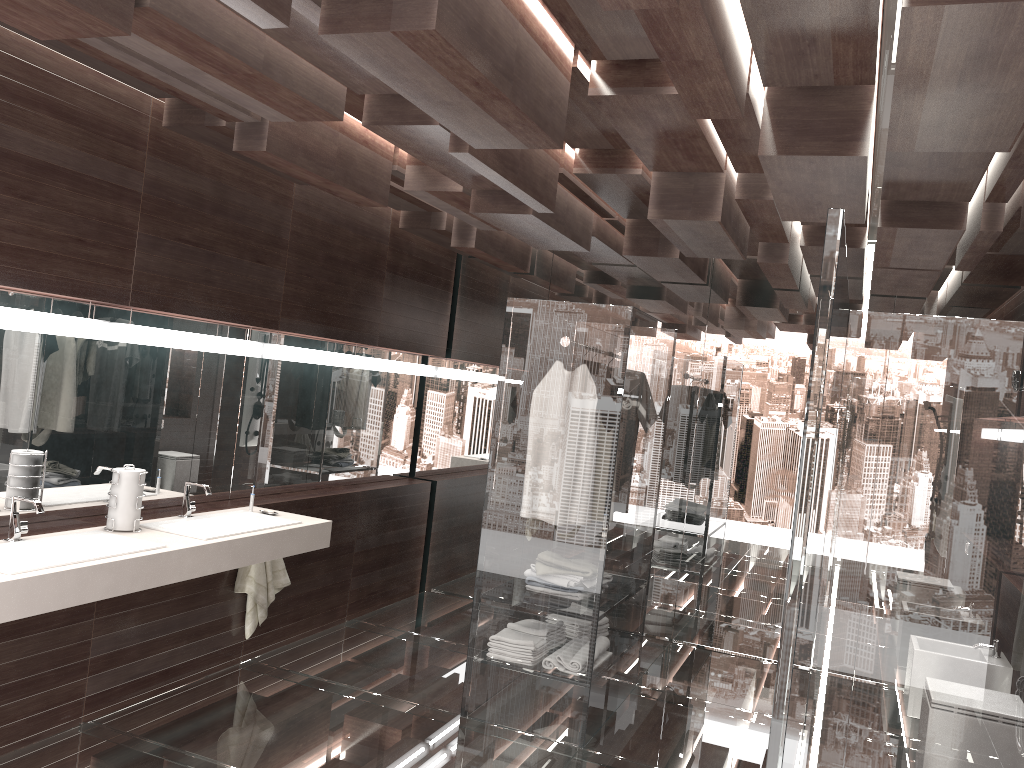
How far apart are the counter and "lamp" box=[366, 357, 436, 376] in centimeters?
149cm

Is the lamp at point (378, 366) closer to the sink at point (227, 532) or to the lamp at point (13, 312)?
the sink at point (227, 532)

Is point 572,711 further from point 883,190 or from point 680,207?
point 883,190

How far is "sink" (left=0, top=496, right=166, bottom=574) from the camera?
2.97m

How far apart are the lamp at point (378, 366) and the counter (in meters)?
1.49

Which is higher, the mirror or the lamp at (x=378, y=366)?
the lamp at (x=378, y=366)

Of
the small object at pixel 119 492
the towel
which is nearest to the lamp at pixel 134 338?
the small object at pixel 119 492

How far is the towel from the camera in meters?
4.5

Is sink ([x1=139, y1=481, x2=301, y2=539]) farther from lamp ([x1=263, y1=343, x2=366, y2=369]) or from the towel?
lamp ([x1=263, y1=343, x2=366, y2=369])

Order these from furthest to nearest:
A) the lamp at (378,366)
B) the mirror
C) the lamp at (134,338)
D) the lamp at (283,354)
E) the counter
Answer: the lamp at (378,366)
the lamp at (283,354)
the lamp at (134,338)
the mirror
the counter
